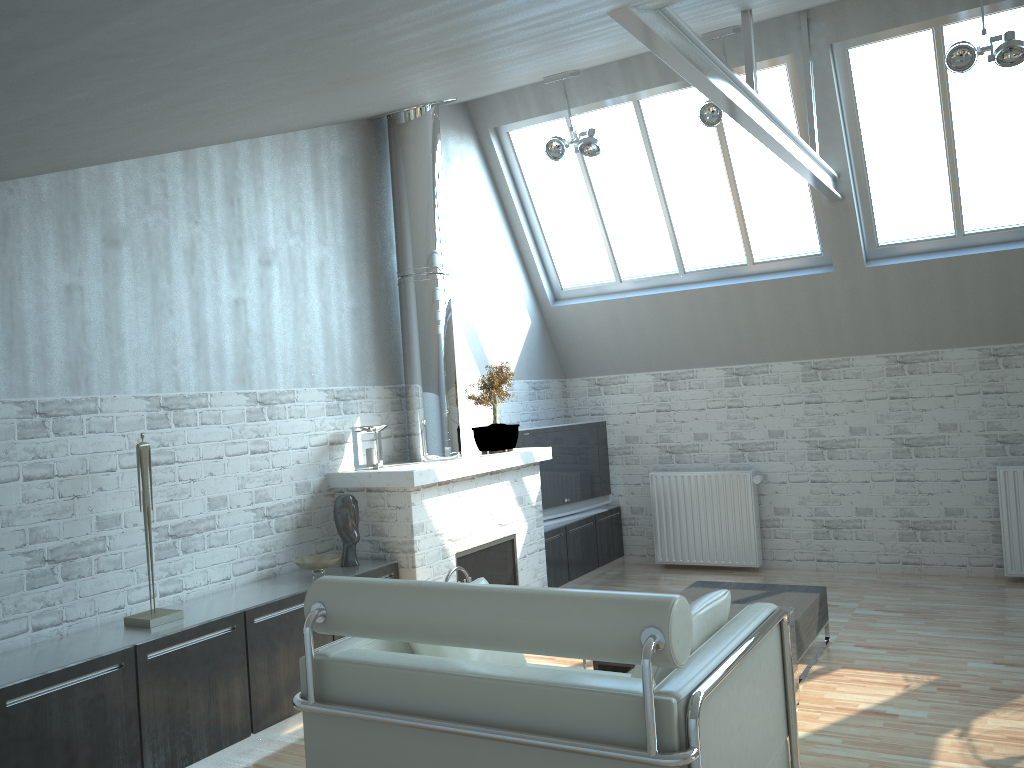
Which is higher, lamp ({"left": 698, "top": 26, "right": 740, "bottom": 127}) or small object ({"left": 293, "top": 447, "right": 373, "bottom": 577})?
lamp ({"left": 698, "top": 26, "right": 740, "bottom": 127})

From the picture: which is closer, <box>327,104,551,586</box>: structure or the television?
<box>327,104,551,586</box>: structure

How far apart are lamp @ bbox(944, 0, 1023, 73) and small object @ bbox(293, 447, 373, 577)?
8.6m

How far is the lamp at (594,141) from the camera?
12.0 meters

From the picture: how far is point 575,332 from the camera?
15.4m

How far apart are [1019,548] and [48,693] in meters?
11.9 m

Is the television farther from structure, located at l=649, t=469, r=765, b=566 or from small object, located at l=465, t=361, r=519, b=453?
small object, located at l=465, t=361, r=519, b=453

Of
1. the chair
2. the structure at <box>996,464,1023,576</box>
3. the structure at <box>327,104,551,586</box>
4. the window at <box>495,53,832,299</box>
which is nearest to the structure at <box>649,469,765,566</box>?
the structure at <box>327,104,551,586</box>

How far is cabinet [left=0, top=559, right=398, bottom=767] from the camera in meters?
6.4 m

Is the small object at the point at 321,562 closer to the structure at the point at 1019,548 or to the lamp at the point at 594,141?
the lamp at the point at 594,141
